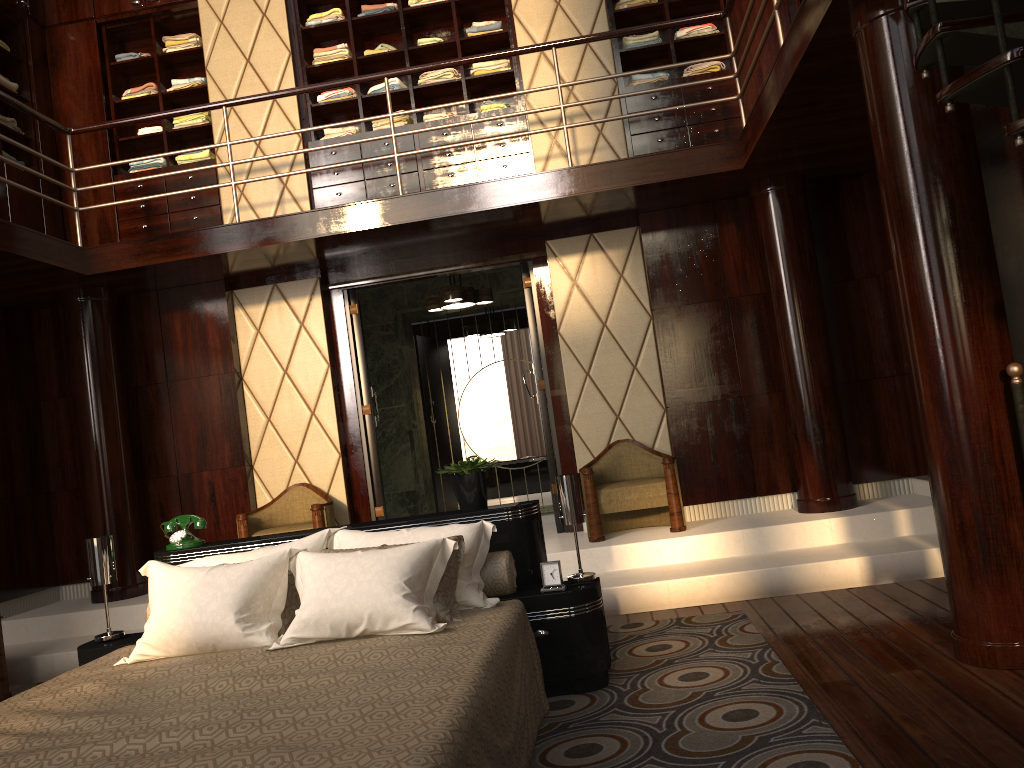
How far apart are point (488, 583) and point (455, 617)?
0.4 meters

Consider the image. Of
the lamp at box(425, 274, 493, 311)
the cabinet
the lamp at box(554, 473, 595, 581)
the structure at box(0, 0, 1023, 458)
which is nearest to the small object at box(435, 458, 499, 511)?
the lamp at box(554, 473, 595, 581)

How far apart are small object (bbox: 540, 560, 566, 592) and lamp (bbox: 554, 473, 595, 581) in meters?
0.1 m

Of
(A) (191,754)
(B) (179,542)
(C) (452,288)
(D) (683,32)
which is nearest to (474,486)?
(B) (179,542)

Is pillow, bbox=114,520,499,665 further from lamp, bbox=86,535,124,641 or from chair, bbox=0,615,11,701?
chair, bbox=0,615,11,701

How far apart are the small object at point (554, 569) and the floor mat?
0.37m

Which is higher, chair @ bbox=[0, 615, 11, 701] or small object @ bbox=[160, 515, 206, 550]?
small object @ bbox=[160, 515, 206, 550]

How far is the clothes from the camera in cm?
580

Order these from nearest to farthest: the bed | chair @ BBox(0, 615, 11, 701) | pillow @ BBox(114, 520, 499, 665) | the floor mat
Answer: the bed, the floor mat, pillow @ BBox(114, 520, 499, 665), chair @ BBox(0, 615, 11, 701)

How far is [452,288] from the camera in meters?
6.3
